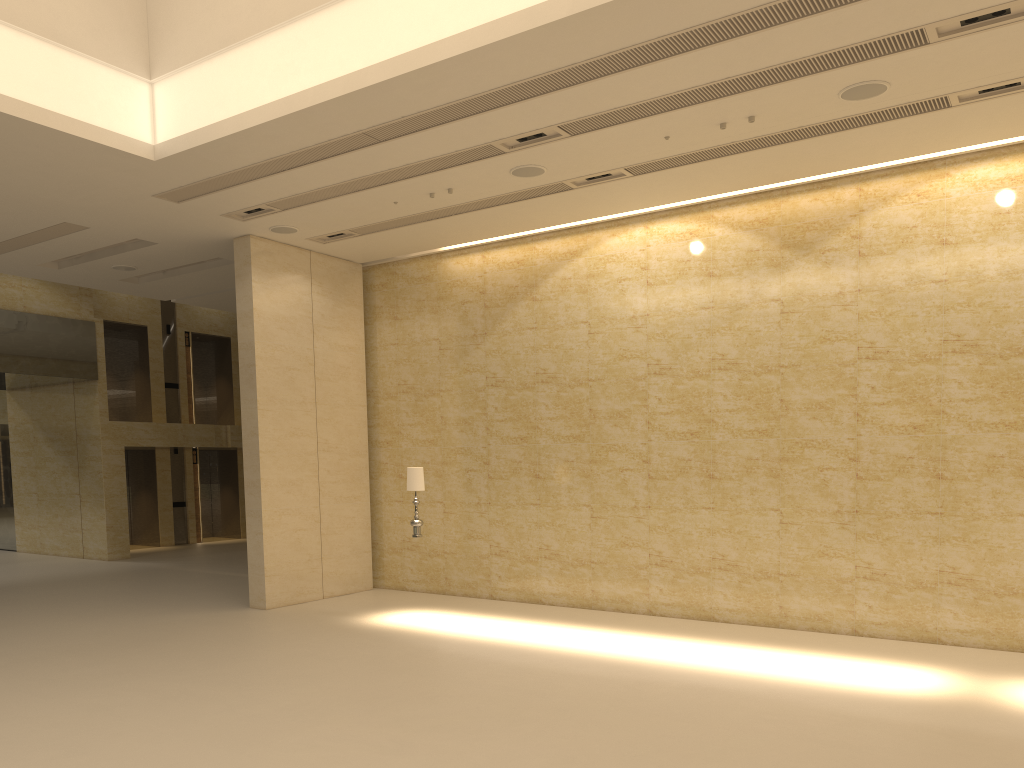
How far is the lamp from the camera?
12.5 meters

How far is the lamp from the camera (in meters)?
12.50

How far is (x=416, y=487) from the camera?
12.50m
